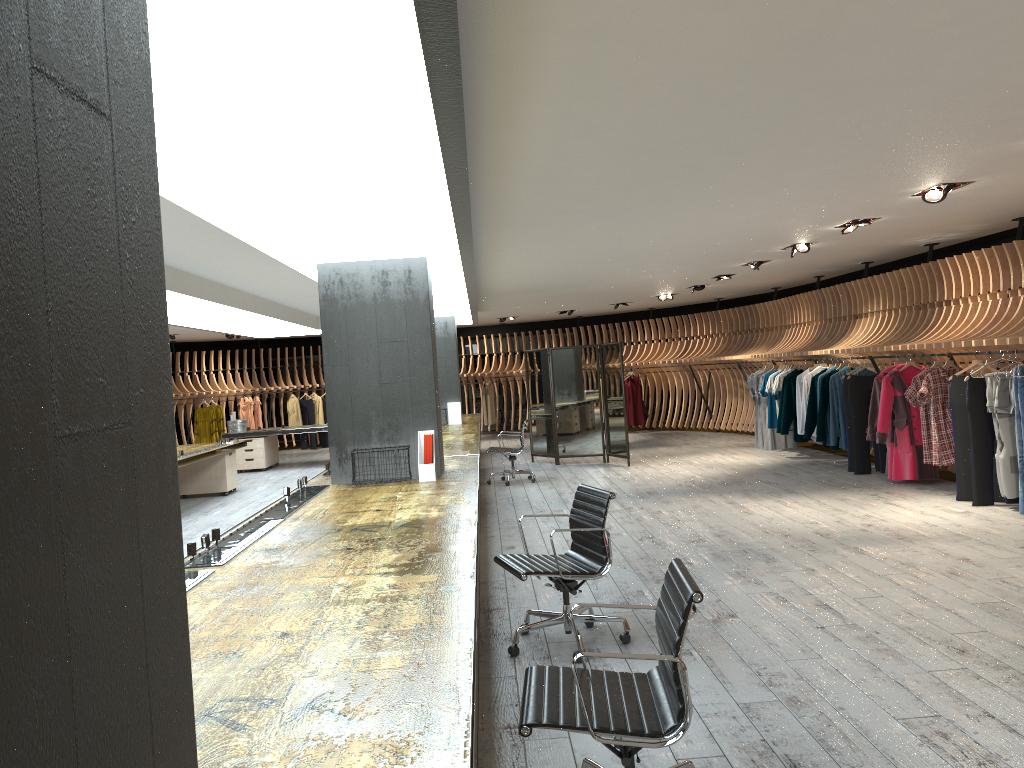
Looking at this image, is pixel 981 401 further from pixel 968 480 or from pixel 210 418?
pixel 210 418

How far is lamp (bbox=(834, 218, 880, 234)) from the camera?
8.5 meters

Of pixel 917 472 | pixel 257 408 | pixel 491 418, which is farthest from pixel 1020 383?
pixel 257 408

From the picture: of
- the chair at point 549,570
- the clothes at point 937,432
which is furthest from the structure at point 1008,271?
the chair at point 549,570

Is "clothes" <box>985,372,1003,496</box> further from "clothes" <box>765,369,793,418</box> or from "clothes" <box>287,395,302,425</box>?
"clothes" <box>287,395,302,425</box>

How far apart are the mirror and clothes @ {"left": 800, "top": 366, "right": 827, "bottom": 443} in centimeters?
264cm

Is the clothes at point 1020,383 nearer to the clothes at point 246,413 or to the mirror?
the mirror

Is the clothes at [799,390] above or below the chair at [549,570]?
above

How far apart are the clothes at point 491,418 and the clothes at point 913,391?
13.11m

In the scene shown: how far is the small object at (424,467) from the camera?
7.0 meters
